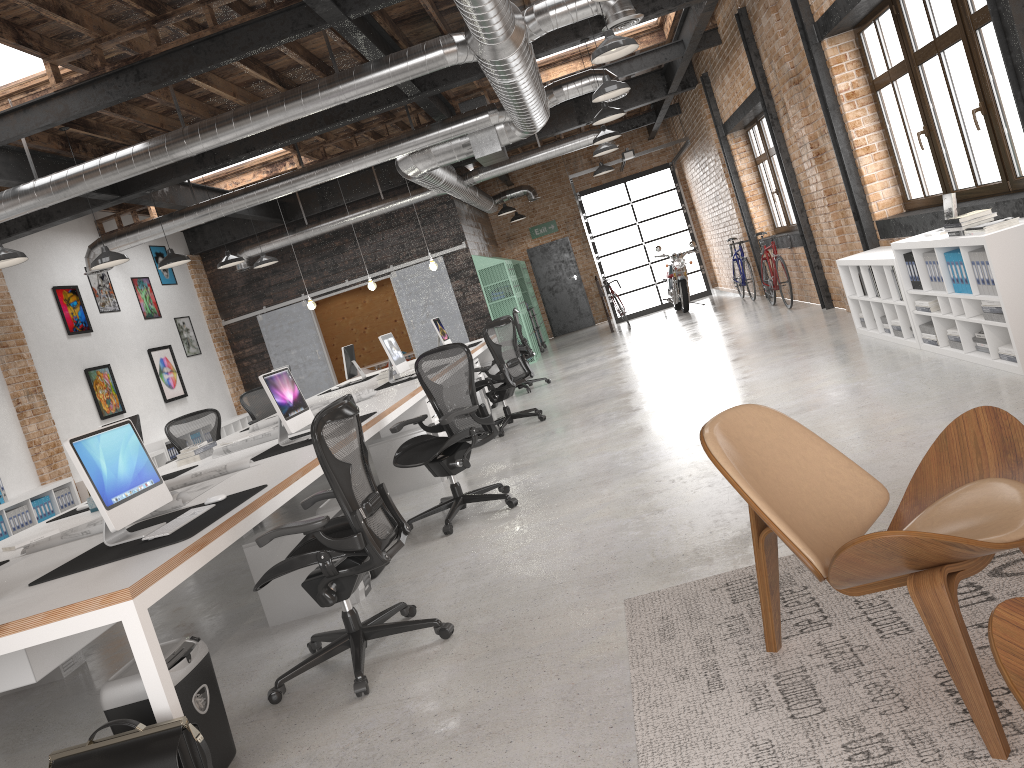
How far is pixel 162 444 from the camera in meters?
12.0

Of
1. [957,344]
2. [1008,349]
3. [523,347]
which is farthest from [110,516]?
[523,347]

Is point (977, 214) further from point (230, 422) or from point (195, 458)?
point (230, 422)

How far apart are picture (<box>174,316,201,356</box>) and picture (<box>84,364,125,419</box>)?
2.39m

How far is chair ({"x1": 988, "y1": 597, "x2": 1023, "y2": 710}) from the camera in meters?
1.4

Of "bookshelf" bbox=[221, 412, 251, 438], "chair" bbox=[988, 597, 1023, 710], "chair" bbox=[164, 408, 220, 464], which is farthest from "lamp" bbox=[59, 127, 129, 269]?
"chair" bbox=[988, 597, 1023, 710]

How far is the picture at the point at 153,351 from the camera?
13.2 meters

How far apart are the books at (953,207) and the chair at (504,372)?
3.98m

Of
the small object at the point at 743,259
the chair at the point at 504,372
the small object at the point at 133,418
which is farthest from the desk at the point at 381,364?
the small object at the point at 133,418

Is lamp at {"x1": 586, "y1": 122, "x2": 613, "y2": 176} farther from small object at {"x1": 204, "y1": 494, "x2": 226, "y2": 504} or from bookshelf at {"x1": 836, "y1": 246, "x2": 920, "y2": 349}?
small object at {"x1": 204, "y1": 494, "x2": 226, "y2": 504}
